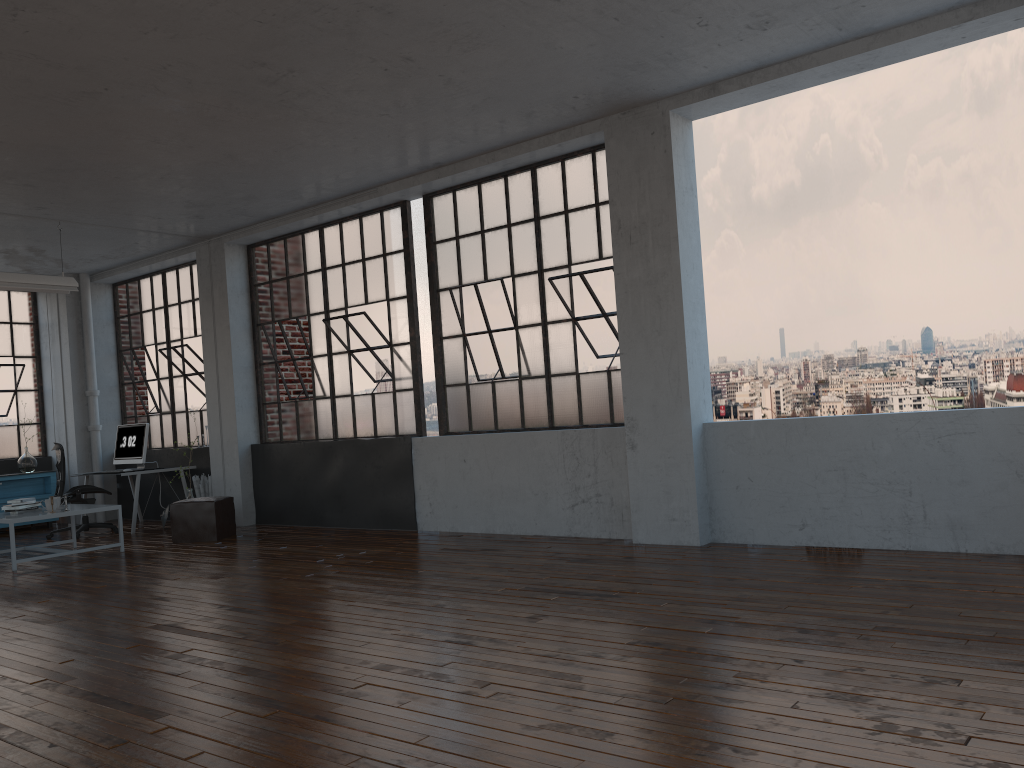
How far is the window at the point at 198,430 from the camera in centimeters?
1091cm

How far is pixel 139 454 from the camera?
10.4 meters

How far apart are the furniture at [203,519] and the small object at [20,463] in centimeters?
382cm

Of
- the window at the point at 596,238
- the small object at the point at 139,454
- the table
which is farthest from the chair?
the window at the point at 596,238

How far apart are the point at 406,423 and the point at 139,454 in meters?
3.8 m

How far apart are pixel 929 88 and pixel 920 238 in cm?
473

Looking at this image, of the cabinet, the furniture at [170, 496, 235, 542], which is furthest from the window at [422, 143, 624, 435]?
the cabinet

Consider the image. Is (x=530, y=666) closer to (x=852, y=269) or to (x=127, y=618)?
(x=127, y=618)

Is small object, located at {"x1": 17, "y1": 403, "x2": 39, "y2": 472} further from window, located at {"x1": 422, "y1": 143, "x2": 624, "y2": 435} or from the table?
window, located at {"x1": 422, "y1": 143, "x2": 624, "y2": 435}

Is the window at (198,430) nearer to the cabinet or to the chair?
the cabinet
